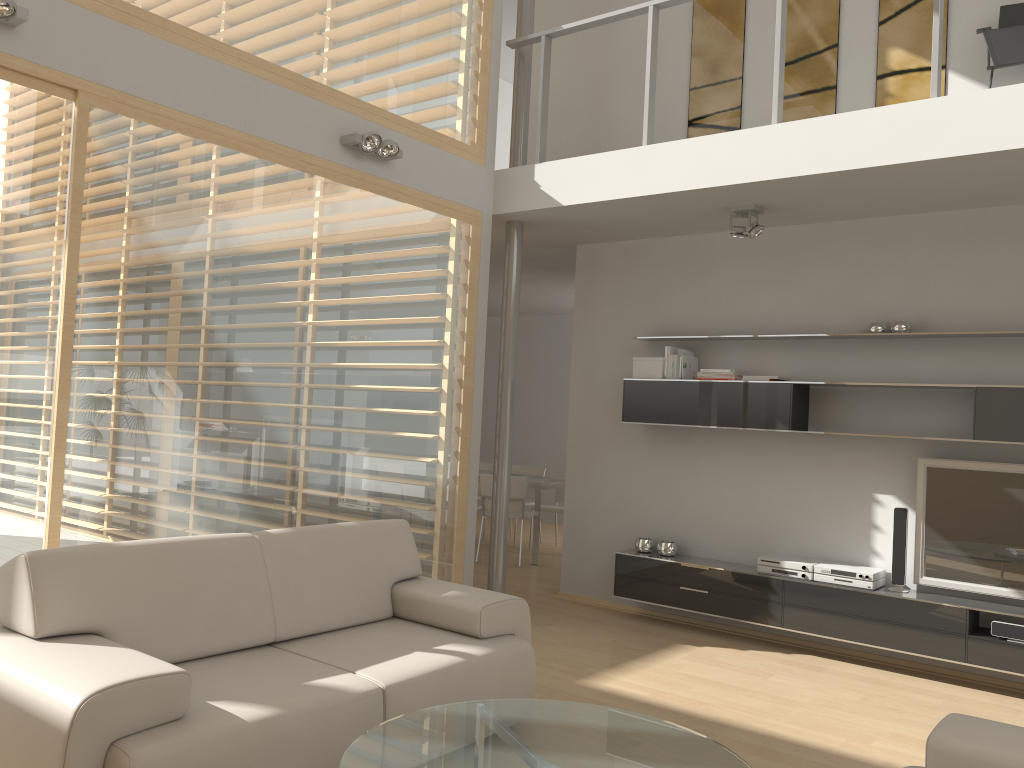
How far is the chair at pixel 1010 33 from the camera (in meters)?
4.62

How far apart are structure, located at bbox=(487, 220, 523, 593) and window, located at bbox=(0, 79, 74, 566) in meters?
3.0 m

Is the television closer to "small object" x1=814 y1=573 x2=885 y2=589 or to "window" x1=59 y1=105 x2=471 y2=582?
"small object" x1=814 y1=573 x2=885 y2=589

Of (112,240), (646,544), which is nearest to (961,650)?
(646,544)

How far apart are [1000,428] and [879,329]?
0.9m

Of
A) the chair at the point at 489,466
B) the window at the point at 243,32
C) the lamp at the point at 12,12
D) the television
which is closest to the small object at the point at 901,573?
the television

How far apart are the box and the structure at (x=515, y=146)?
1.57m

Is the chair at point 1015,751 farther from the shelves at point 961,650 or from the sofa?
the shelves at point 961,650

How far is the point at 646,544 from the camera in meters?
6.1

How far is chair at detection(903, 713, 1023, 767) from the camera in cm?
228
